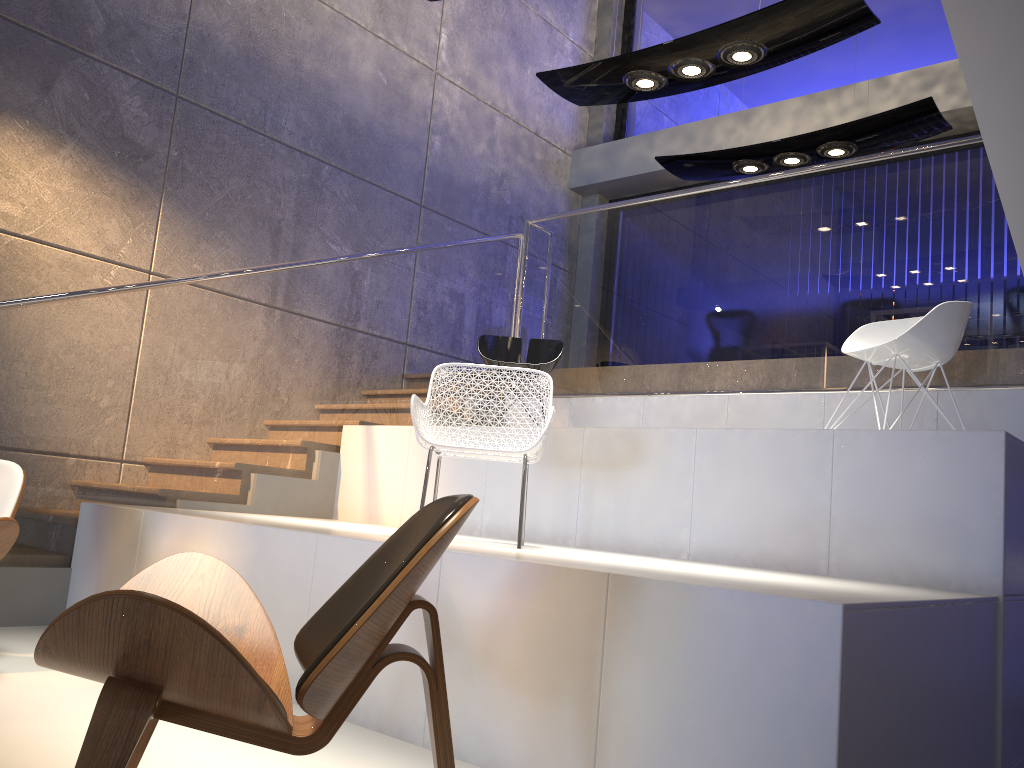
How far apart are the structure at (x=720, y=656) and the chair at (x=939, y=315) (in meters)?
0.45

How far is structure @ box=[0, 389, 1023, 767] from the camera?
2.1 meters

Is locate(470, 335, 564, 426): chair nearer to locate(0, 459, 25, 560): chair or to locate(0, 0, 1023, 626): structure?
locate(0, 0, 1023, 626): structure

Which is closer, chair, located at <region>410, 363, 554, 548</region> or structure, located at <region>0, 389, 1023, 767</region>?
structure, located at <region>0, 389, 1023, 767</region>

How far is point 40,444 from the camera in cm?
420

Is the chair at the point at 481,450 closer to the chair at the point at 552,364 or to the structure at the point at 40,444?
the structure at the point at 40,444

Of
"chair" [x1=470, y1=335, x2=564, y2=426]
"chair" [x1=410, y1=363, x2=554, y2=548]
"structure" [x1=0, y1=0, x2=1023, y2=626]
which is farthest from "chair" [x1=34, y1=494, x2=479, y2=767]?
"chair" [x1=470, y1=335, x2=564, y2=426]

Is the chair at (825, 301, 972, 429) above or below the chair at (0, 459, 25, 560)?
above

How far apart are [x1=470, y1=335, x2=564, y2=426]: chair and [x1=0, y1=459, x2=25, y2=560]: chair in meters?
2.8 m

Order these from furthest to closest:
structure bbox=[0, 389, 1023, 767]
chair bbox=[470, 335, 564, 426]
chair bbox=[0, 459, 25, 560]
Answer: chair bbox=[470, 335, 564, 426]
chair bbox=[0, 459, 25, 560]
structure bbox=[0, 389, 1023, 767]
